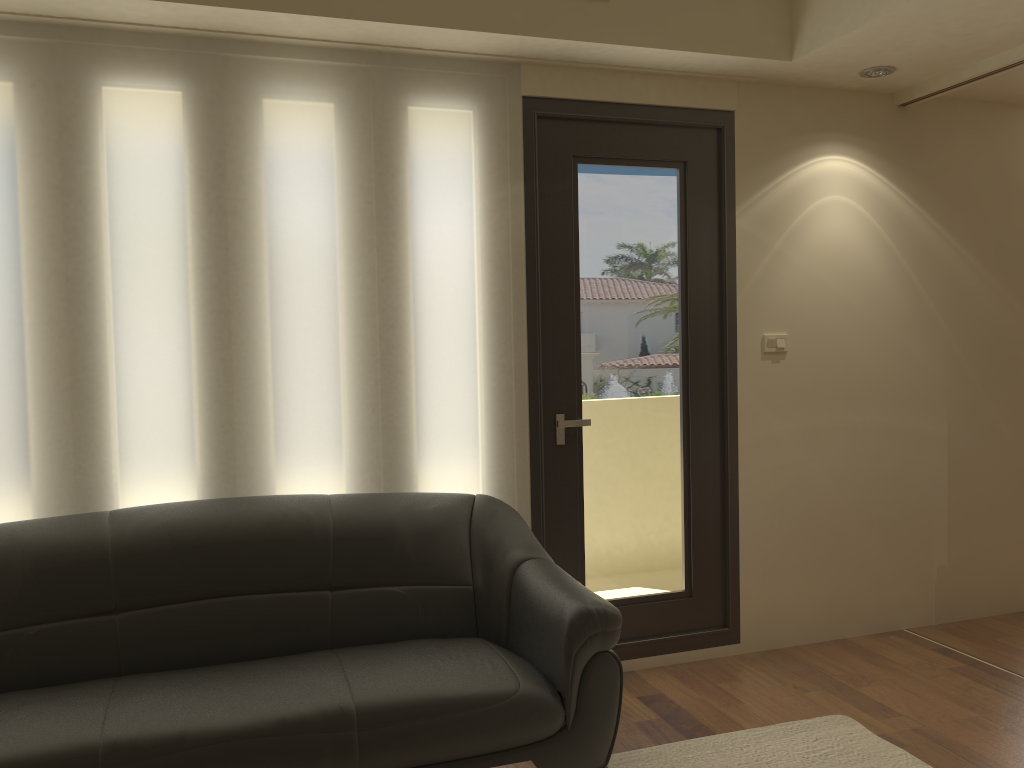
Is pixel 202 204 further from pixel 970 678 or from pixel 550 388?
pixel 970 678

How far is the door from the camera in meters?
3.7

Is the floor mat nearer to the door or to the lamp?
the door

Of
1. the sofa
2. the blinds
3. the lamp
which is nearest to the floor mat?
the sofa

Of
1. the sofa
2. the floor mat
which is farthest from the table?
the floor mat

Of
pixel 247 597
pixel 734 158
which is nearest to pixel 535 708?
pixel 247 597

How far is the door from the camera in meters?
3.7

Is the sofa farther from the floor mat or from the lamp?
the lamp

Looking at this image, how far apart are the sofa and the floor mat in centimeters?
34cm

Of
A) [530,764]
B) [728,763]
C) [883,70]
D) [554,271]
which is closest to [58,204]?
[554,271]
